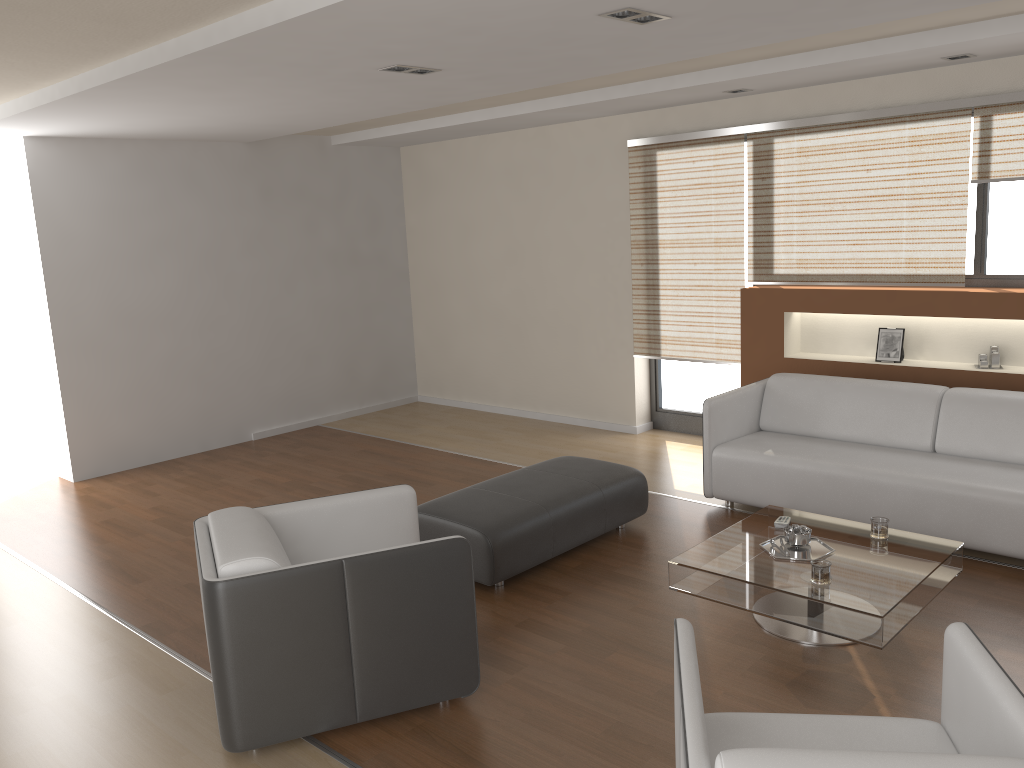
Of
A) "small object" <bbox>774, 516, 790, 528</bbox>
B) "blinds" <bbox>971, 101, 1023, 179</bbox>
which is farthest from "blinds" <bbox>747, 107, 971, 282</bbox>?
"small object" <bbox>774, 516, 790, 528</bbox>

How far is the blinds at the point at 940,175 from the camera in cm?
530

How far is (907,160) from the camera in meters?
5.4

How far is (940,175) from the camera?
5.3m

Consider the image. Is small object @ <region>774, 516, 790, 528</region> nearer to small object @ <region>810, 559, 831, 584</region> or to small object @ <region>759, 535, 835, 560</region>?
small object @ <region>759, 535, 835, 560</region>

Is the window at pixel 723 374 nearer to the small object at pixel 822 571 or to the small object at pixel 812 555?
the small object at pixel 812 555

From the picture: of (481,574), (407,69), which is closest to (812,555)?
(481,574)

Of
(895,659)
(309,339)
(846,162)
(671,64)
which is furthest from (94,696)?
(846,162)

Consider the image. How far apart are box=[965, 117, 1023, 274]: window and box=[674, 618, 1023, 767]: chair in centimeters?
381cm

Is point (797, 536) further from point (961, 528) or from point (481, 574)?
point (481, 574)
